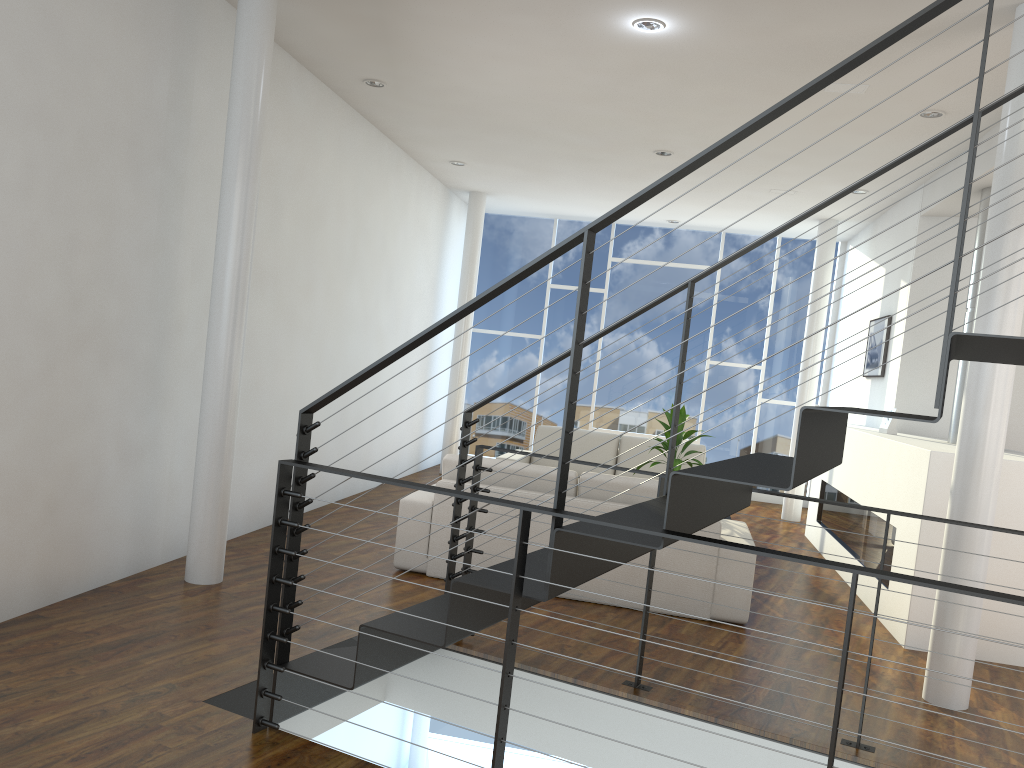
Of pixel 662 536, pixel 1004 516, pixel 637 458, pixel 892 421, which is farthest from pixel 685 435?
pixel 662 536

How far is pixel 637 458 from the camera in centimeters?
651cm

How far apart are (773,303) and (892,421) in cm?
314

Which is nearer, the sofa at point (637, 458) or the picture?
the picture

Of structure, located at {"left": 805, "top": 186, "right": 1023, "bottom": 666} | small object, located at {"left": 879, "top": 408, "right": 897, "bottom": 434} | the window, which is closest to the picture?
structure, located at {"left": 805, "top": 186, "right": 1023, "bottom": 666}

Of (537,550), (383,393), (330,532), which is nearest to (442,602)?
(537,550)

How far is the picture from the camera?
6.0m

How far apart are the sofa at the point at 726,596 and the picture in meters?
2.2

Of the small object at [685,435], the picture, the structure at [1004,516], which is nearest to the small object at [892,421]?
the structure at [1004,516]

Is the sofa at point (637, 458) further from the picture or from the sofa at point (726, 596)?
the sofa at point (726, 596)
